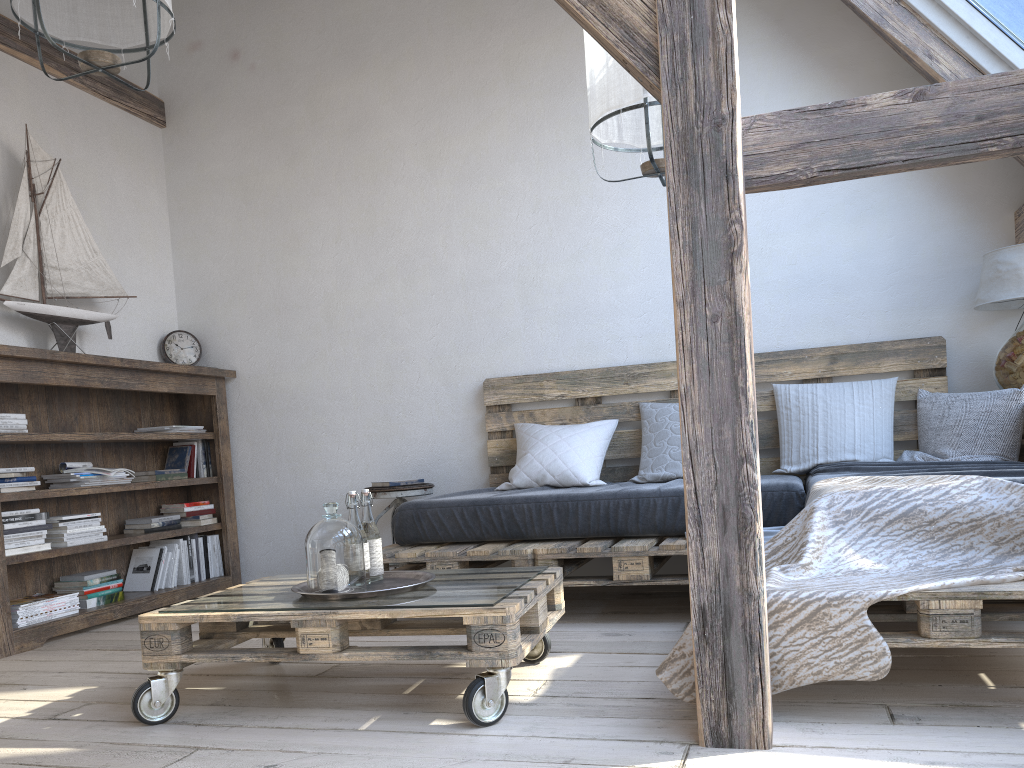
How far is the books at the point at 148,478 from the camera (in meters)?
4.26

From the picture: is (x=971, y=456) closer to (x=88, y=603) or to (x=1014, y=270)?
(x=1014, y=270)

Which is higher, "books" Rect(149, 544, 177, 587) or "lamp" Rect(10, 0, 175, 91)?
"lamp" Rect(10, 0, 175, 91)

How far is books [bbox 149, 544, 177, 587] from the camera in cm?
420

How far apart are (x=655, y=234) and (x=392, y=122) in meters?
1.5

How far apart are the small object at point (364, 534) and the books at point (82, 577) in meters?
1.9

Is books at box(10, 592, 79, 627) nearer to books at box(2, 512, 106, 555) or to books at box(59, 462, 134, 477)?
books at box(2, 512, 106, 555)

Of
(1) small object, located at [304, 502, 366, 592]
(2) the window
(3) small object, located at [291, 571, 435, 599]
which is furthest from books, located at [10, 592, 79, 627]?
(2) the window

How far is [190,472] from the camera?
4.5m

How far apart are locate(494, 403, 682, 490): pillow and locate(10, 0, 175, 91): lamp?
2.1m
